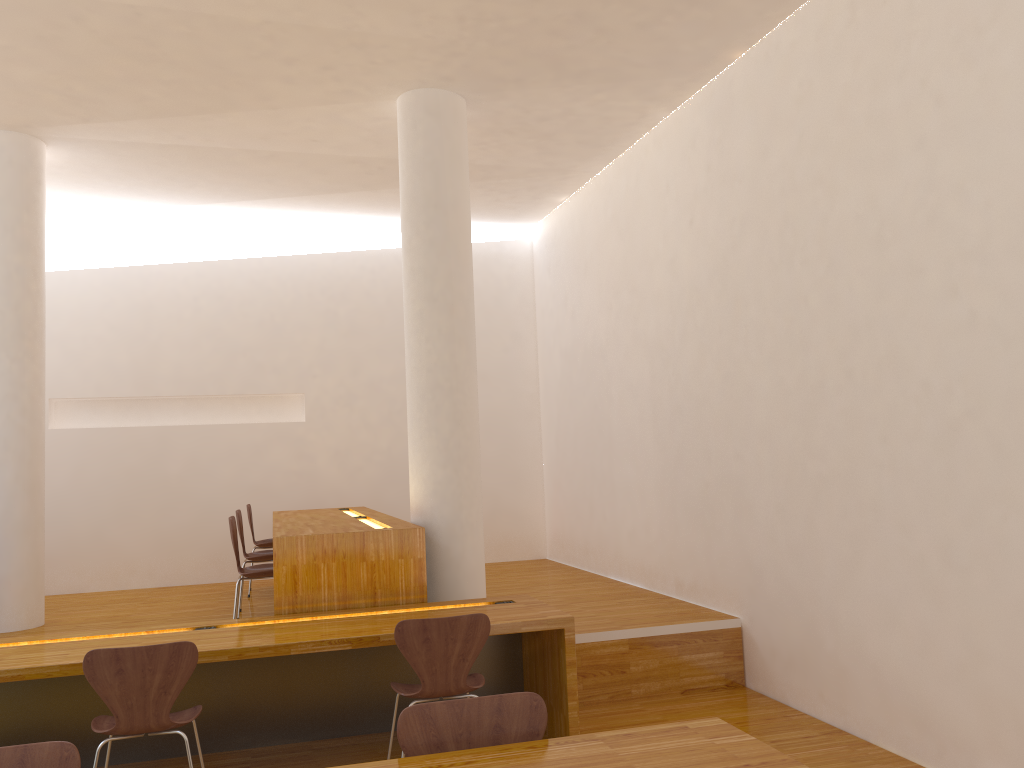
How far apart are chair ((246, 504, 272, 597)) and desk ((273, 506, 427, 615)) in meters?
0.2 m

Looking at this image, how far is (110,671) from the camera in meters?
3.2 m

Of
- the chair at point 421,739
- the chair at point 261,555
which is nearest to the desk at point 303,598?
the chair at point 261,555

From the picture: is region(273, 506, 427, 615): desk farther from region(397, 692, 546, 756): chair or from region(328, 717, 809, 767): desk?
region(328, 717, 809, 767): desk

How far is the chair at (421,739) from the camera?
2.22m

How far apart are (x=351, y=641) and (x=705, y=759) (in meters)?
2.02

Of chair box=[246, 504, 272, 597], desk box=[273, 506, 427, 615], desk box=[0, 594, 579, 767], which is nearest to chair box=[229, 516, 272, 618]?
desk box=[273, 506, 427, 615]

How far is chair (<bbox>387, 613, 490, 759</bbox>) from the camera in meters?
3.5

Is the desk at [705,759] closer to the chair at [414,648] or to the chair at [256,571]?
the chair at [414,648]

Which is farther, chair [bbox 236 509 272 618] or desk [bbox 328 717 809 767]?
chair [bbox 236 509 272 618]
